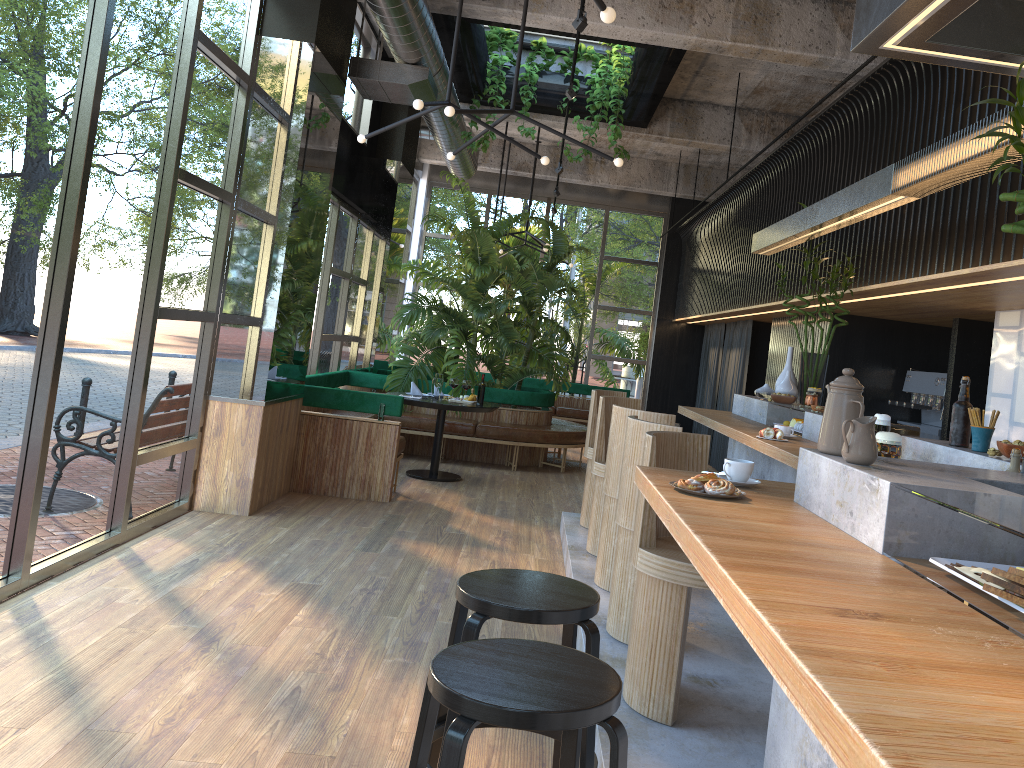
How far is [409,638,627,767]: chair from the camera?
1.7m

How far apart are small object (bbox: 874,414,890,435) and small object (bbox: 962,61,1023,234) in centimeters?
170cm

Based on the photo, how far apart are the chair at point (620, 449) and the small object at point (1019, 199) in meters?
2.6

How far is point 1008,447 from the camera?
3.0m

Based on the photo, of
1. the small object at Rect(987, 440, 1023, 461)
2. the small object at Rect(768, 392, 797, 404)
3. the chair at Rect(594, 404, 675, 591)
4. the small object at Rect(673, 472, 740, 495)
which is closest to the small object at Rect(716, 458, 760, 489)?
the small object at Rect(673, 472, 740, 495)

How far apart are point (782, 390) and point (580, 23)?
2.7 meters

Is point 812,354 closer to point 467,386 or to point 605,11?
point 467,386

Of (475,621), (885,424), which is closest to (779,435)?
(885,424)

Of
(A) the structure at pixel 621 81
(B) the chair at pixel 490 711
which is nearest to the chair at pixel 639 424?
(B) the chair at pixel 490 711

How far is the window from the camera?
3.8m
